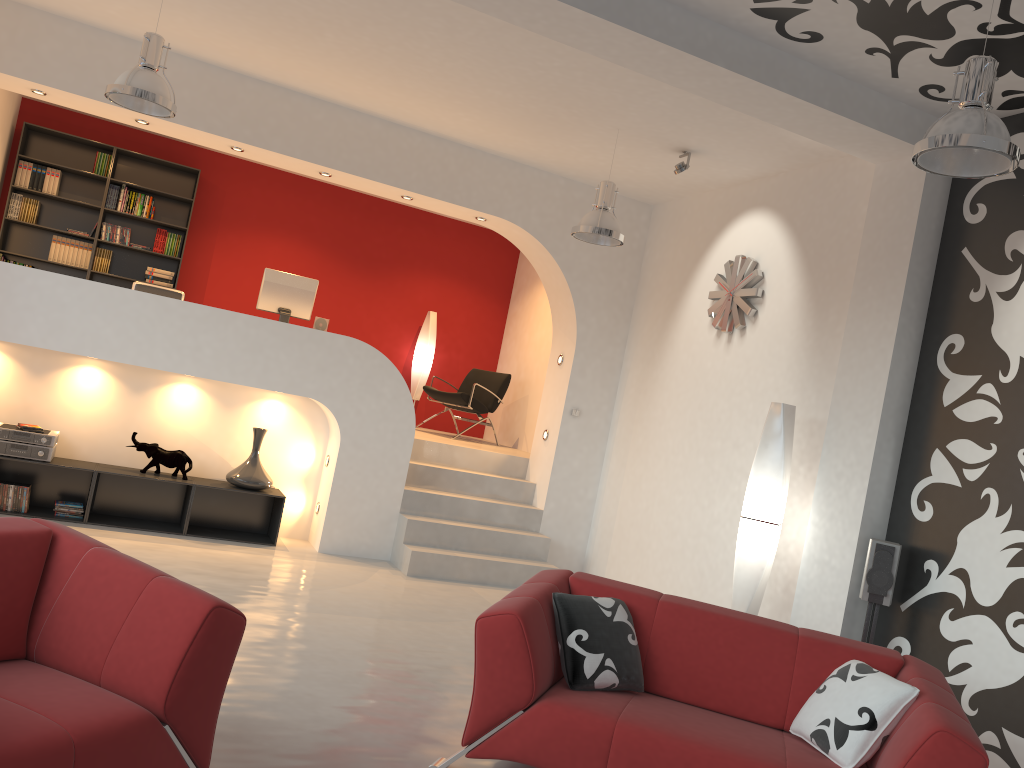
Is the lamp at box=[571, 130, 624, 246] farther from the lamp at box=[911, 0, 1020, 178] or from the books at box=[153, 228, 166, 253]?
the books at box=[153, 228, 166, 253]

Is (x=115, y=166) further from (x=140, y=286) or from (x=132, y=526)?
(x=132, y=526)

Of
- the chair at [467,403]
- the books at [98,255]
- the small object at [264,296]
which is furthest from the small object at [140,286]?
the chair at [467,403]

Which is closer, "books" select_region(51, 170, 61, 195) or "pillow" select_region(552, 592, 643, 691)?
"pillow" select_region(552, 592, 643, 691)

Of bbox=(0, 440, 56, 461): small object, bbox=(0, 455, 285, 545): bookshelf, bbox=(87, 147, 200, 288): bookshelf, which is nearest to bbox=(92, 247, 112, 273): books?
bbox=(87, 147, 200, 288): bookshelf

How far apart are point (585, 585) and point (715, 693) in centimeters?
71cm

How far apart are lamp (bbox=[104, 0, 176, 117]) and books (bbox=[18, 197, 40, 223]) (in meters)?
4.24

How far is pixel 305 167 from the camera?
7.11m

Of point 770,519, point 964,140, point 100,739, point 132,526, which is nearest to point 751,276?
point 770,519

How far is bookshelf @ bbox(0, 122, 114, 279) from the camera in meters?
8.7
